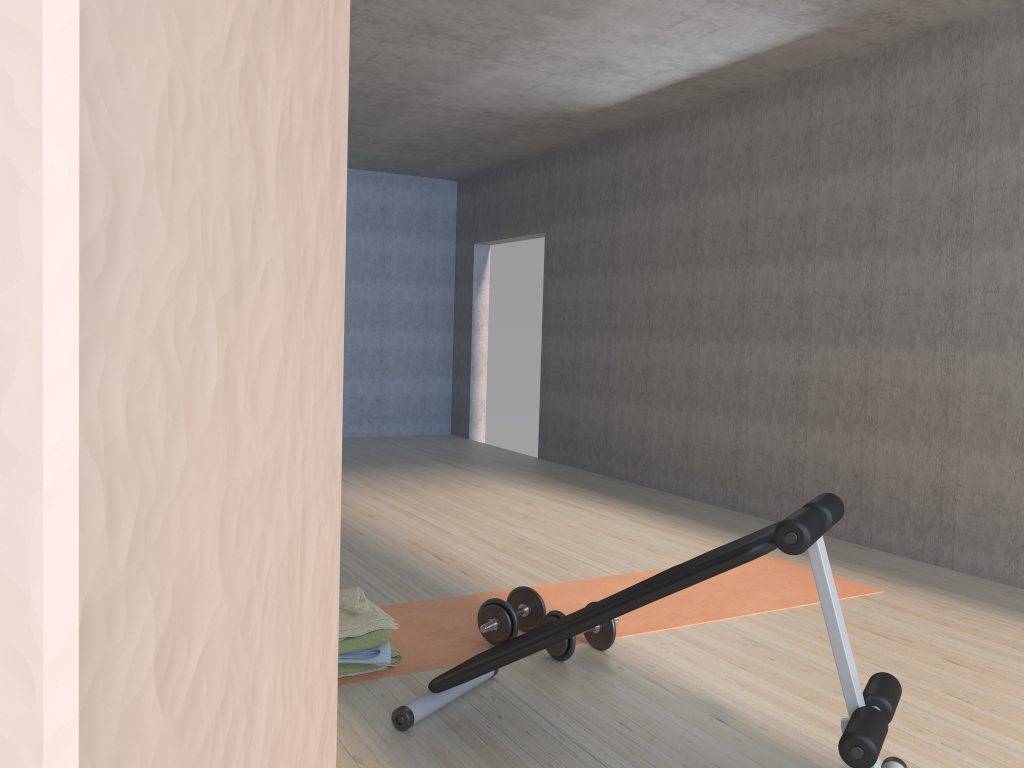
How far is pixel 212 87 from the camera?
0.1m

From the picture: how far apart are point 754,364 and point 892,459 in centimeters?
117cm

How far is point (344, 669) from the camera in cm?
290

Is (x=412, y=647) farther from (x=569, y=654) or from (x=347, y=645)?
(x=569, y=654)

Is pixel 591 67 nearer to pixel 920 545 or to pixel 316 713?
pixel 920 545

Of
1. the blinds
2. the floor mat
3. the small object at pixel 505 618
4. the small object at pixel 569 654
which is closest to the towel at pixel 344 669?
the floor mat

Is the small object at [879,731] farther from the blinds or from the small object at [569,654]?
the blinds

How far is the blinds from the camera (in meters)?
0.04

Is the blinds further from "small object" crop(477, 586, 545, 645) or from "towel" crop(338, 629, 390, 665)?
"small object" crop(477, 586, 545, 645)

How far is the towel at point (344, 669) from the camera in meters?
2.9 m
